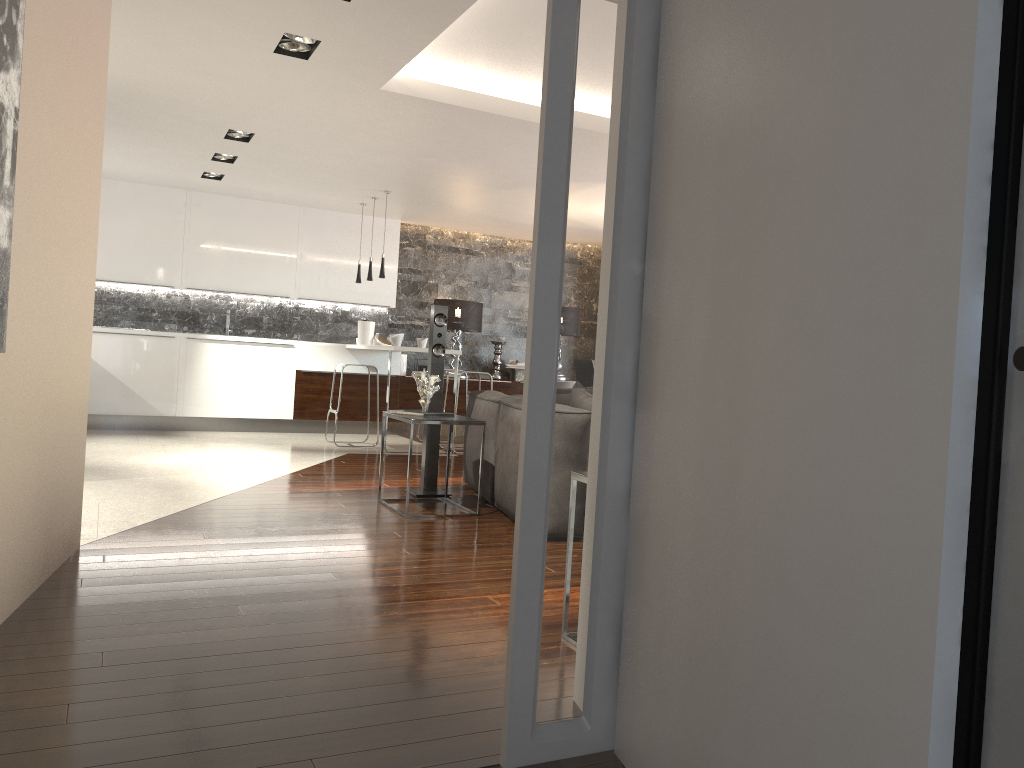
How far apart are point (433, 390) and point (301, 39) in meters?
2.1 m

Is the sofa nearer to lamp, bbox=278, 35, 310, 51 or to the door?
lamp, bbox=278, 35, 310, 51

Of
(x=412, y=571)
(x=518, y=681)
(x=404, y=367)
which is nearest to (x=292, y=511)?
(x=412, y=571)

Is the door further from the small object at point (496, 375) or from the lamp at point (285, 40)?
the small object at point (496, 375)

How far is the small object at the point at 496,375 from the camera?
11.1 meters

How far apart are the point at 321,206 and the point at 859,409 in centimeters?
934cm

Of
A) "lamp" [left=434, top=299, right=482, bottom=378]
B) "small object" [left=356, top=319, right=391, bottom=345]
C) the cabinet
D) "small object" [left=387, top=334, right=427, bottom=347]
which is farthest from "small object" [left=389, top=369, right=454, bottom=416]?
"lamp" [left=434, top=299, right=482, bottom=378]

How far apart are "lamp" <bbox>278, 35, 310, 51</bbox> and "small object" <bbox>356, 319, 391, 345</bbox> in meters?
5.5

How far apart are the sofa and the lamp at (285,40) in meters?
2.3 m

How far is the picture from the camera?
2.5m
